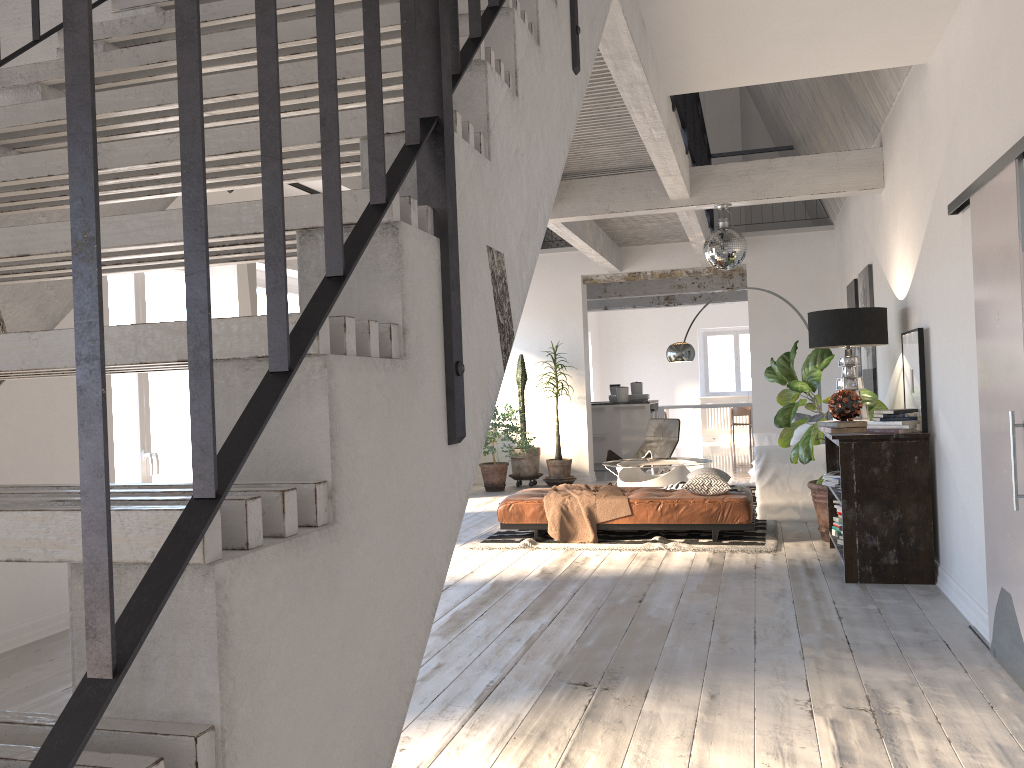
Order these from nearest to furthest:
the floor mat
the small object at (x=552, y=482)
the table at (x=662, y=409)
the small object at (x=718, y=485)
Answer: the floor mat → the small object at (x=718, y=485) → the small object at (x=552, y=482) → the table at (x=662, y=409)

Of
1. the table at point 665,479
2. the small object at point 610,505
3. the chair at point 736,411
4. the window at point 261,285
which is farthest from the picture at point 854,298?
the chair at point 736,411

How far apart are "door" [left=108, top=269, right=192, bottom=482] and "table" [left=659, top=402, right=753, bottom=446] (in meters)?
10.85

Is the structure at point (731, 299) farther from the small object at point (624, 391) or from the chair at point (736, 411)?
the small object at point (624, 391)

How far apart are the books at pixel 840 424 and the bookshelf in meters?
0.1

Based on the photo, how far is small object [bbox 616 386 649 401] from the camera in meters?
13.0 m

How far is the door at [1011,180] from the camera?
3.3 meters

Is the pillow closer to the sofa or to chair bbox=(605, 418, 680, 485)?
the sofa

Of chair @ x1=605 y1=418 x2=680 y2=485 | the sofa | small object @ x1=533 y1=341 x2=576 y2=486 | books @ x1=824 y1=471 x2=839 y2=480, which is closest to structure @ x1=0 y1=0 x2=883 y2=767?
chair @ x1=605 y1=418 x2=680 y2=485

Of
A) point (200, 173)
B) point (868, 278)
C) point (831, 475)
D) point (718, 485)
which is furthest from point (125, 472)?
point (868, 278)
